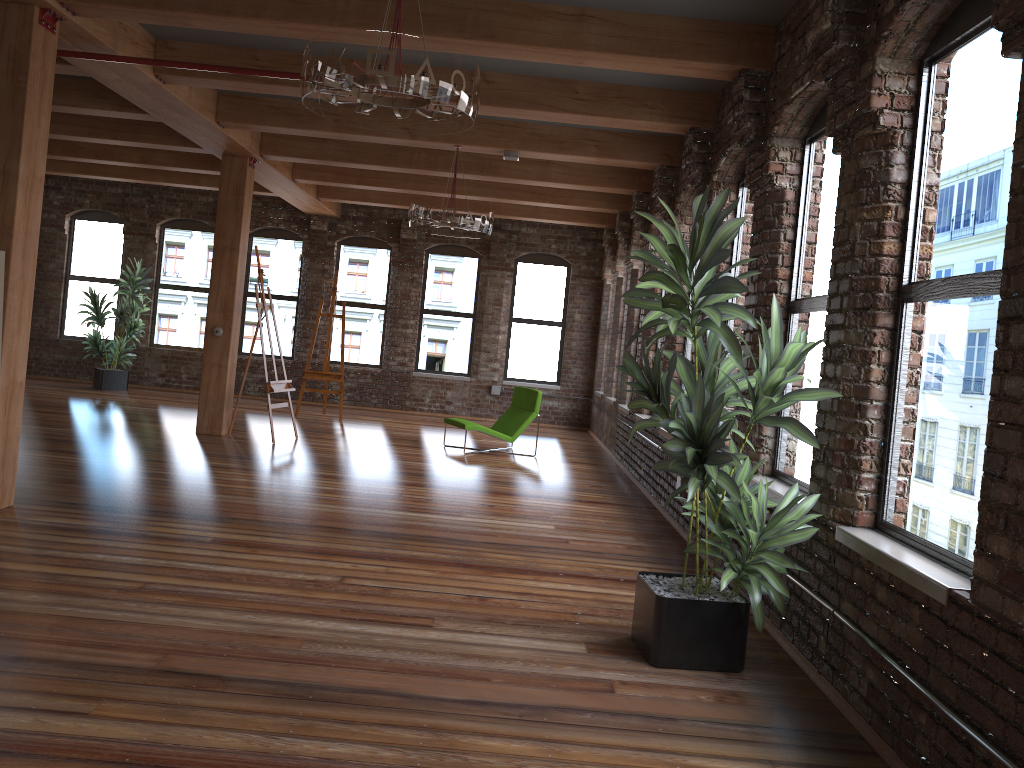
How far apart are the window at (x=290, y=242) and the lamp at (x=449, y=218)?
6.62m

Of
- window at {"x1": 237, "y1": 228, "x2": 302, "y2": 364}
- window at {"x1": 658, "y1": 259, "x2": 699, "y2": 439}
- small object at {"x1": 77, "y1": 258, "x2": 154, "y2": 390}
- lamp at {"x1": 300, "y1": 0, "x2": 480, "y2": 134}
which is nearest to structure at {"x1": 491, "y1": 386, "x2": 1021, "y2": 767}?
window at {"x1": 658, "y1": 259, "x2": 699, "y2": 439}

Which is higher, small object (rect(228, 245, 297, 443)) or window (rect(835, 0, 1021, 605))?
window (rect(835, 0, 1021, 605))

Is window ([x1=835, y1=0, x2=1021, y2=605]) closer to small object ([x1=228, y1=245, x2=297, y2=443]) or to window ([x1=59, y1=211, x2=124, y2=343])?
small object ([x1=228, y1=245, x2=297, y2=443])

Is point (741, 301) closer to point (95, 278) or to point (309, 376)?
point (309, 376)

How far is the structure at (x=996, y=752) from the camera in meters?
2.5 m

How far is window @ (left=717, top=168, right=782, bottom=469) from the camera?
6.4m

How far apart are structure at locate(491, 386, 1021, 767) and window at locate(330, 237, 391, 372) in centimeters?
198cm

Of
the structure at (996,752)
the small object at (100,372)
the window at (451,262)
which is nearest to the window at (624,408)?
the structure at (996,752)

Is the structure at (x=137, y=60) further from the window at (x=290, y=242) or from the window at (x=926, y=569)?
the window at (x=290, y=242)
